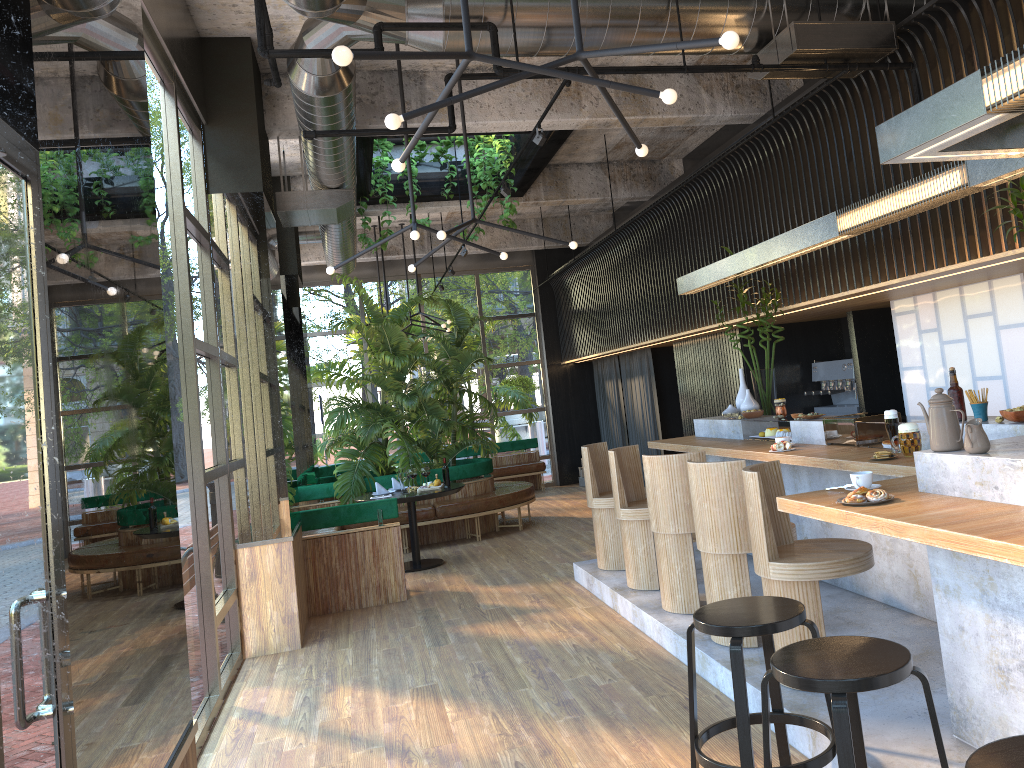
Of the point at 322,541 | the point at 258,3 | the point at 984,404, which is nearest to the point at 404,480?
the point at 322,541

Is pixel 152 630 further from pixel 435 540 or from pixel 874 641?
pixel 435 540

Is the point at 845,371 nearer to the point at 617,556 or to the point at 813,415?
the point at 813,415

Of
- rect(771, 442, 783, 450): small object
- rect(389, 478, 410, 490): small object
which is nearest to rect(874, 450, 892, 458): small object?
rect(771, 442, 783, 450): small object

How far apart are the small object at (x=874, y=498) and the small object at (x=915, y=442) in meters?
1.3

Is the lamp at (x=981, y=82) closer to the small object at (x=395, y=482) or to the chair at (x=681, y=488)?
the chair at (x=681, y=488)

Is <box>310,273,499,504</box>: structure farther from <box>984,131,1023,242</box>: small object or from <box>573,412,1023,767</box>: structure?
<box>984,131,1023,242</box>: small object

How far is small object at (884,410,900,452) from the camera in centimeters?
478cm

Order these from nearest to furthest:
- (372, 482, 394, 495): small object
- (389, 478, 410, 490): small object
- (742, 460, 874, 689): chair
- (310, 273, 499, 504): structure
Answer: (742, 460, 874, 689): chair
(372, 482, 394, 495): small object
(389, 478, 410, 490): small object
(310, 273, 499, 504): structure

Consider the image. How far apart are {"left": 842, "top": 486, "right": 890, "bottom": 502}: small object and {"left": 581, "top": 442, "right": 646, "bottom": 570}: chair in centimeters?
378cm
